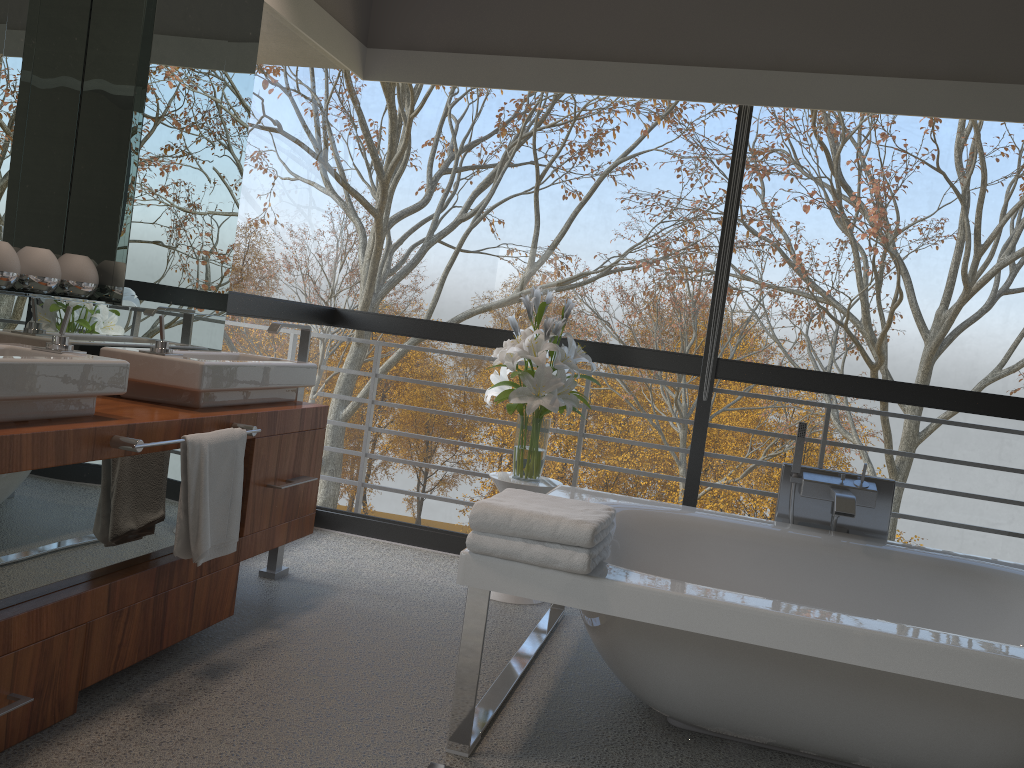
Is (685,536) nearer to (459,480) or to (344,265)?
(459,480)

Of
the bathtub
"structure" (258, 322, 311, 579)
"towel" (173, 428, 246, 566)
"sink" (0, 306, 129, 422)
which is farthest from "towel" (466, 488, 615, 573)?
"structure" (258, 322, 311, 579)

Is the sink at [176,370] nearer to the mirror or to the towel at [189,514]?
the mirror

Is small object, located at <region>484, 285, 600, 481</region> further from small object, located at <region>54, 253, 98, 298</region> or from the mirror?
small object, located at <region>54, 253, 98, 298</region>

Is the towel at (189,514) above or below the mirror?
below

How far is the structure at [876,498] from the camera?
3.2 meters

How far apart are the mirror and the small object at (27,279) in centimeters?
3cm

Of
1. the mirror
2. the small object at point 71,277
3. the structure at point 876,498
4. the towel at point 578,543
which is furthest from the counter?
the structure at point 876,498

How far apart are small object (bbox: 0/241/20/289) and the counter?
0.40m

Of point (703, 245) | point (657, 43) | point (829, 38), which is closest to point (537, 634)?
point (657, 43)
